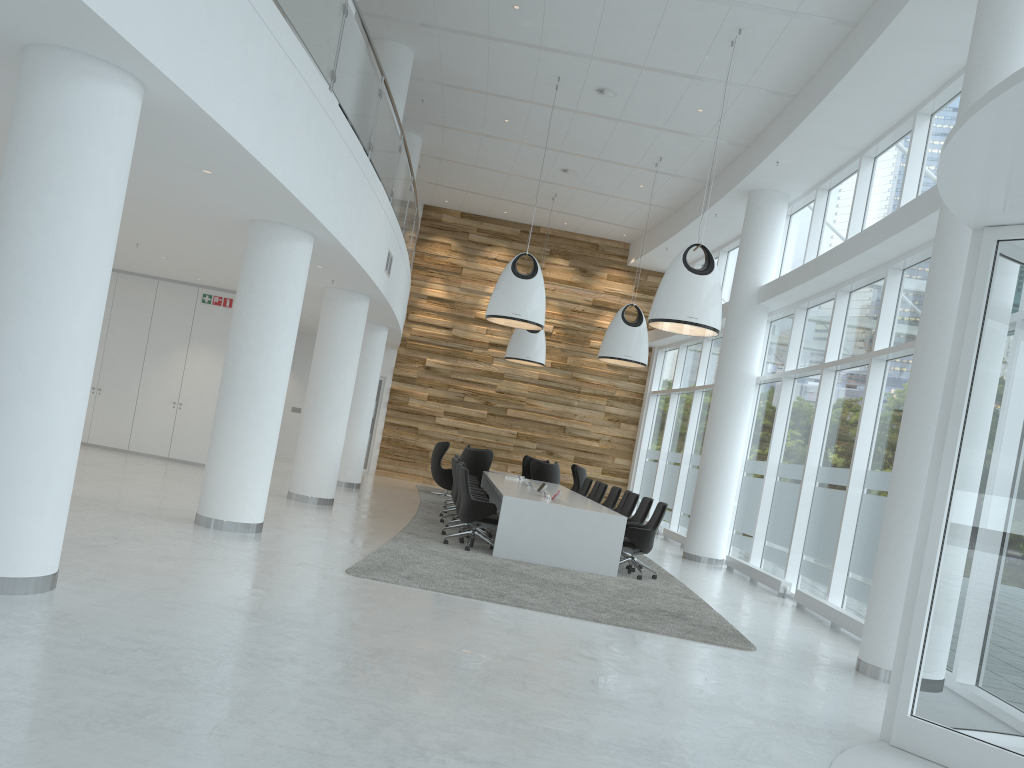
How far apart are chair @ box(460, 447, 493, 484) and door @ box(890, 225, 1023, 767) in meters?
12.5

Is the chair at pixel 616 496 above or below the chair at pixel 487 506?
above

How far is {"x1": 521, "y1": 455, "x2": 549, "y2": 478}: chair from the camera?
20.2m

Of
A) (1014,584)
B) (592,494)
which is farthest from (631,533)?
(1014,584)

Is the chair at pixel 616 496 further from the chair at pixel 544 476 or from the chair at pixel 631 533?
the chair at pixel 544 476

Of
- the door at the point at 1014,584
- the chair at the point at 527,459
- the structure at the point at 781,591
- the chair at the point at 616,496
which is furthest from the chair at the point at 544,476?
the door at the point at 1014,584

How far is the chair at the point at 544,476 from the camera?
17.4 meters

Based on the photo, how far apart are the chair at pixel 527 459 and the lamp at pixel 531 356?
2.57m

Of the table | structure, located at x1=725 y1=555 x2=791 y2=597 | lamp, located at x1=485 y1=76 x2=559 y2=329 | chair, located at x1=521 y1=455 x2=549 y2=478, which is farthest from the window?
lamp, located at x1=485 y1=76 x2=559 y2=329

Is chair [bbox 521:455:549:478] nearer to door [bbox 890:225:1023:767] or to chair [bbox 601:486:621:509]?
chair [bbox 601:486:621:509]
